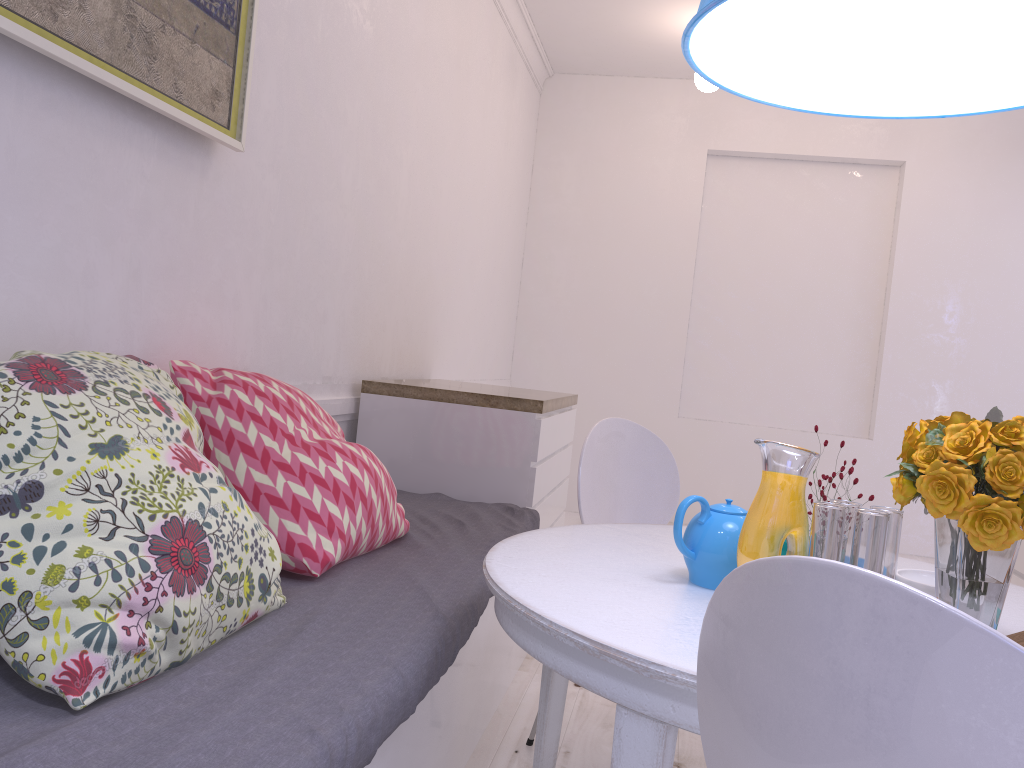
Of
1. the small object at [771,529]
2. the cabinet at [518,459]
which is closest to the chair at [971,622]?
the small object at [771,529]

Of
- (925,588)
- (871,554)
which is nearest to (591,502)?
(925,588)

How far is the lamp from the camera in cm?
128

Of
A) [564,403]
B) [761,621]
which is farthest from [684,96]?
[761,621]

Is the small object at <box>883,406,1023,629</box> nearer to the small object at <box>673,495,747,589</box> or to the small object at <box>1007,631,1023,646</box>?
the small object at <box>1007,631,1023,646</box>

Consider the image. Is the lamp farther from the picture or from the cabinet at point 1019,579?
the cabinet at point 1019,579

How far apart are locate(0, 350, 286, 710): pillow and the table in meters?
0.4 m

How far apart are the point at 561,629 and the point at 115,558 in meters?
0.6 m

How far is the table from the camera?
1.1m

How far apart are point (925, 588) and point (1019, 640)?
0.2m
